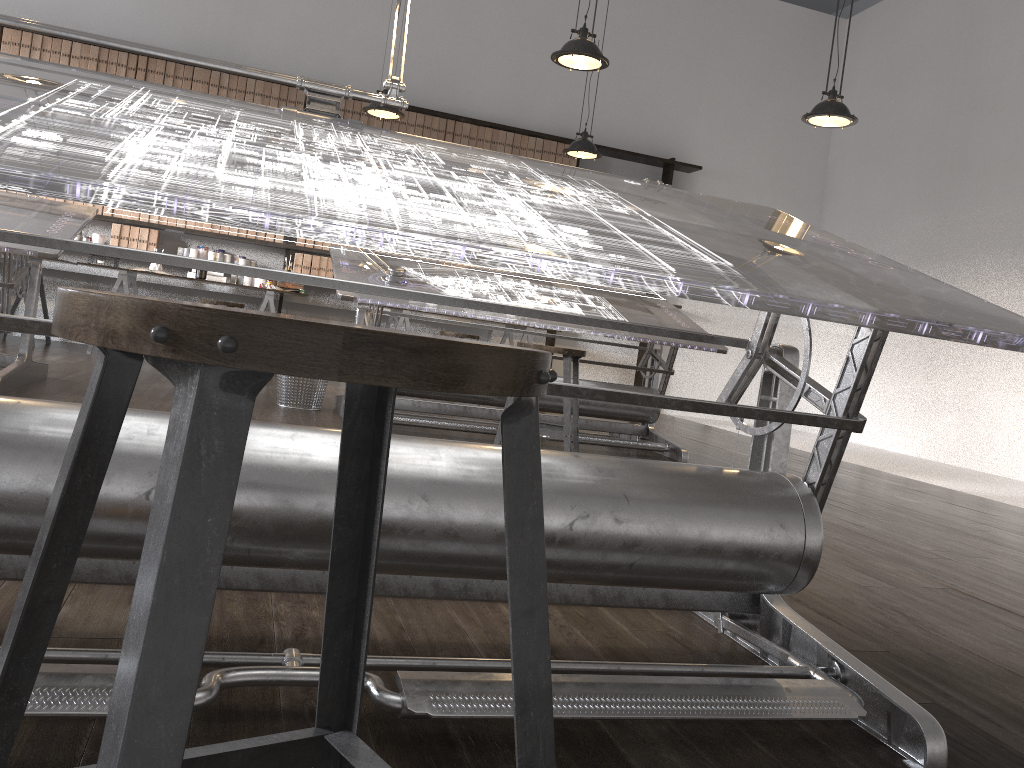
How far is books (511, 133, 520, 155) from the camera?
8.0m

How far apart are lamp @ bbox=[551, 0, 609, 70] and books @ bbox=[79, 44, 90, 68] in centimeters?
432cm

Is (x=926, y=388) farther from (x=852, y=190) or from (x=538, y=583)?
(x=538, y=583)

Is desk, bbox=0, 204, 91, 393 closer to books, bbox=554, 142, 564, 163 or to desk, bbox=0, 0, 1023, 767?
desk, bbox=0, 0, 1023, 767

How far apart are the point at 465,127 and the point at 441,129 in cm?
22

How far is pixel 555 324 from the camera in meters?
4.4

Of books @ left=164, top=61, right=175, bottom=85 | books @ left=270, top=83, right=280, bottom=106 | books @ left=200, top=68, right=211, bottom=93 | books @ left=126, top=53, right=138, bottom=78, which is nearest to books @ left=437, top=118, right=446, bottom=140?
books @ left=270, top=83, right=280, bottom=106

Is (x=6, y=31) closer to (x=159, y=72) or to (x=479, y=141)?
(x=159, y=72)

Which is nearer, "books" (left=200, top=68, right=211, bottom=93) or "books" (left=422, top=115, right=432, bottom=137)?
"books" (left=200, top=68, right=211, bottom=93)

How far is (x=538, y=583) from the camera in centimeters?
57cm
